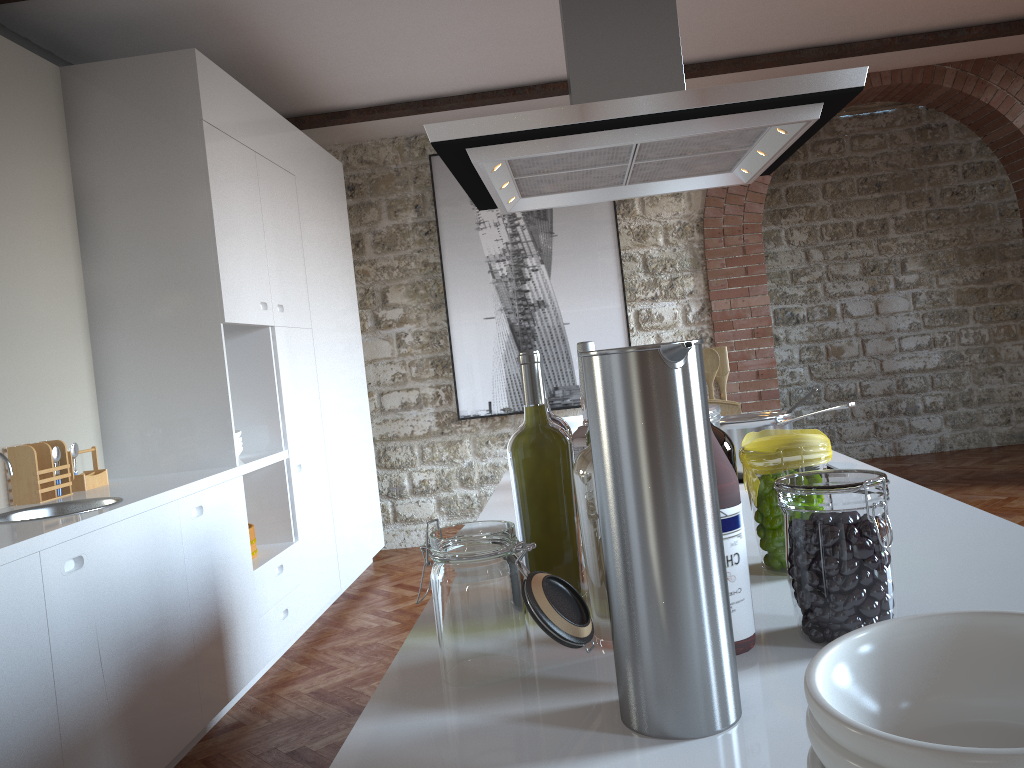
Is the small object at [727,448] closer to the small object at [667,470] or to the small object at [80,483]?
the small object at [667,470]

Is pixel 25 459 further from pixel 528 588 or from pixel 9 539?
pixel 528 588

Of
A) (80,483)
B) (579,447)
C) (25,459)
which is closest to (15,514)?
(25,459)

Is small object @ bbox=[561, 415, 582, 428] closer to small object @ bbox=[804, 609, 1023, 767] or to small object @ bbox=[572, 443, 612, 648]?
small object @ bbox=[572, 443, 612, 648]

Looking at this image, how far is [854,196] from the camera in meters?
8.0 m

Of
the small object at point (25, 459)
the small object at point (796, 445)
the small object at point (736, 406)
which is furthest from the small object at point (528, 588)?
the small object at point (25, 459)

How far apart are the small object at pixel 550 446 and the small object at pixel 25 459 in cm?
251

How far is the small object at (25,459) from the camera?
3.1m

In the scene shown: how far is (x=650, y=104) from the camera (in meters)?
1.80

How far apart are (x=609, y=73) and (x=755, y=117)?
0.4 meters
